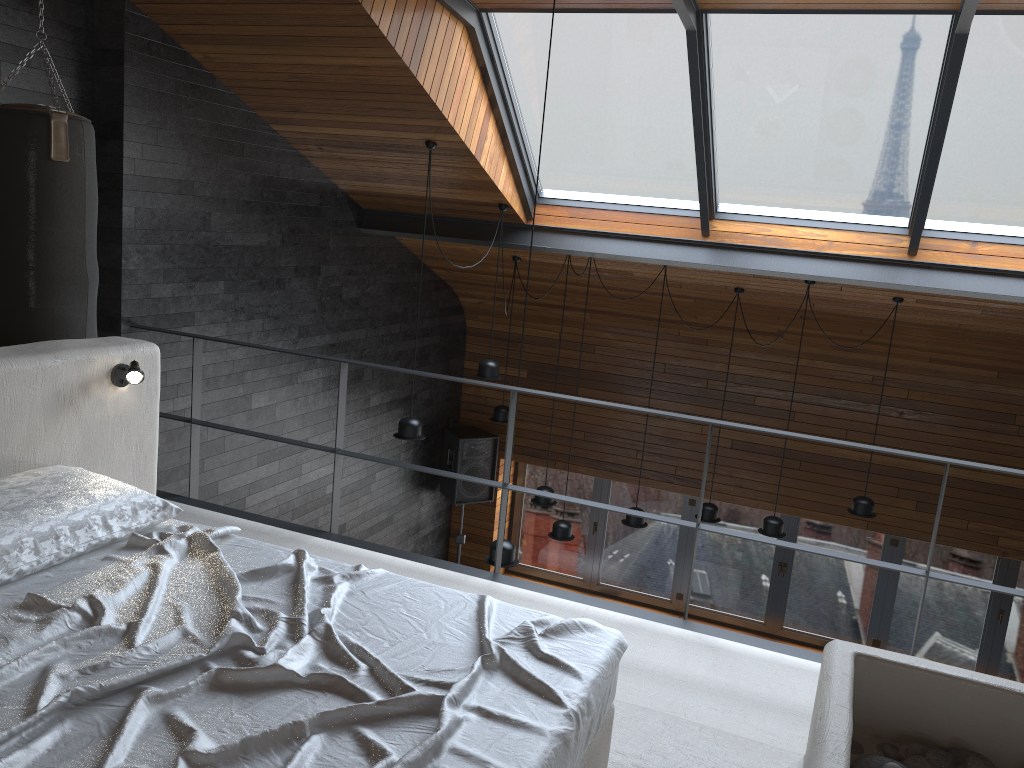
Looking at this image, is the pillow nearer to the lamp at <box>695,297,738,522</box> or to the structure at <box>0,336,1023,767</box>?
the structure at <box>0,336,1023,767</box>

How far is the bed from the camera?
1.7 meters

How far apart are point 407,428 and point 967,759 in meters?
4.0

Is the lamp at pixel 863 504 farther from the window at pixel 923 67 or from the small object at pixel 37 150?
the small object at pixel 37 150

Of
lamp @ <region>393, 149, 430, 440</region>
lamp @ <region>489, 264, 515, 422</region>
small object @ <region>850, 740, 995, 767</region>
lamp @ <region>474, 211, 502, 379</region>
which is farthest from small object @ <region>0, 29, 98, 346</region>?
lamp @ <region>489, 264, 515, 422</region>

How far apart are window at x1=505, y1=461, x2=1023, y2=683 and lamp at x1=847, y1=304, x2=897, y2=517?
2.1 meters

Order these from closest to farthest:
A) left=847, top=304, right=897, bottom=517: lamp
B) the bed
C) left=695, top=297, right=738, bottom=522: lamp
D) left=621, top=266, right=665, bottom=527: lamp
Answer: the bed → left=847, top=304, right=897, bottom=517: lamp → left=621, top=266, right=665, bottom=527: lamp → left=695, top=297, right=738, bottom=522: lamp

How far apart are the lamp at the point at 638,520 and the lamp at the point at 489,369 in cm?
160

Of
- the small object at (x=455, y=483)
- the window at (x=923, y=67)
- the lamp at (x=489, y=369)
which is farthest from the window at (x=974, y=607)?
the window at (x=923, y=67)

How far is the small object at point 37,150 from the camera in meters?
3.6 m
